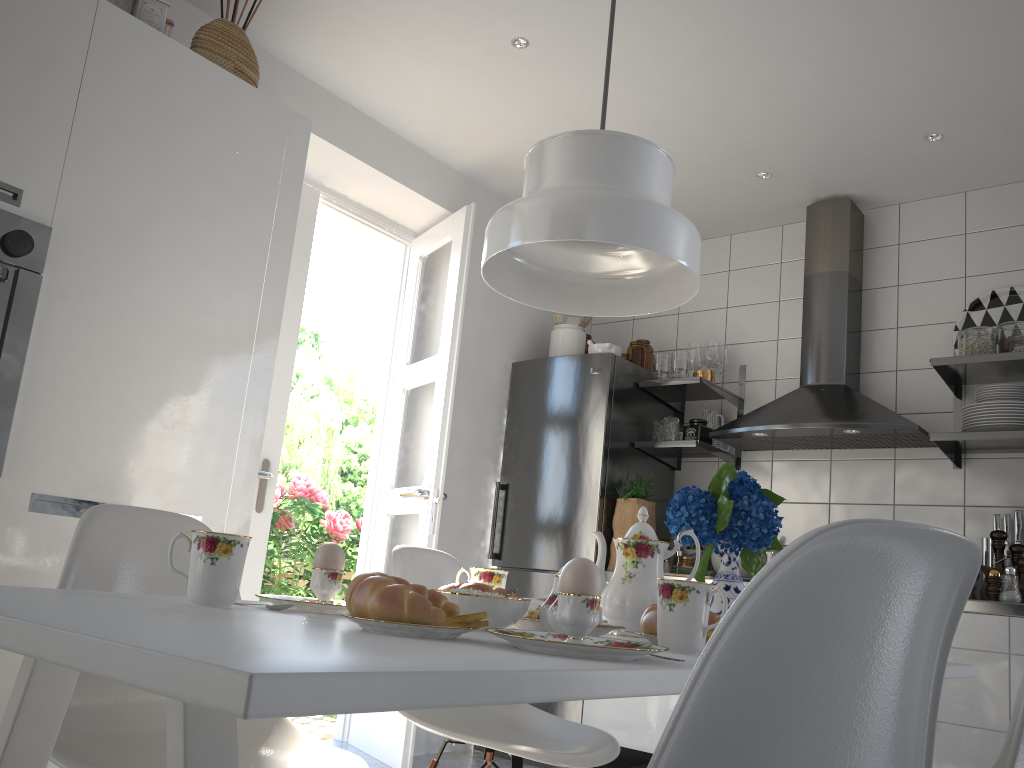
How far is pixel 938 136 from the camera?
3.41m

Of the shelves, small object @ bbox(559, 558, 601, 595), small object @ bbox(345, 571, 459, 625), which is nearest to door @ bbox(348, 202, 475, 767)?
the shelves

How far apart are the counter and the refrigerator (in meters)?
0.10

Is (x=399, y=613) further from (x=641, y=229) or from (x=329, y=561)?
(x=641, y=229)

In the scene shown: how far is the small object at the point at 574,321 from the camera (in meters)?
4.47

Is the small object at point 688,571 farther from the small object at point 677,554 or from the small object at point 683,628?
the small object at point 683,628

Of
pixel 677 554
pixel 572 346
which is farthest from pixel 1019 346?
pixel 572 346

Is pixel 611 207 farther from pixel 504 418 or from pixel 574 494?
pixel 504 418

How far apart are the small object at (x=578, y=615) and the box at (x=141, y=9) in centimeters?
217cm

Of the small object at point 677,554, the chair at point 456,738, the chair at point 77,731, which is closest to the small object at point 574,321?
the small object at point 677,554
